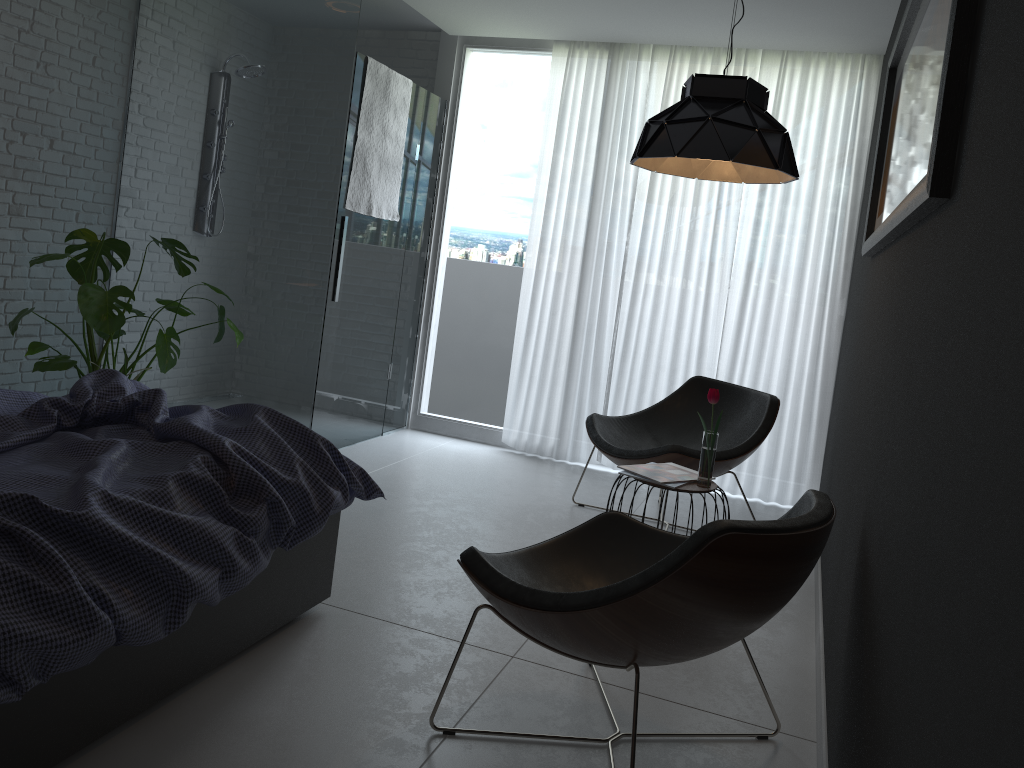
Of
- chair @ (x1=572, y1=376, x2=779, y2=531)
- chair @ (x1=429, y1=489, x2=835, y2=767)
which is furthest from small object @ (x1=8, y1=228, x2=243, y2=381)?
chair @ (x1=429, y1=489, x2=835, y2=767)

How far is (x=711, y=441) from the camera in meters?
3.2 m

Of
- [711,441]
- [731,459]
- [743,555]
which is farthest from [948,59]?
[731,459]

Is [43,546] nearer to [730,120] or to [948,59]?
[948,59]

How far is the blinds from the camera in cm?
475

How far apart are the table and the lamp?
1.1m

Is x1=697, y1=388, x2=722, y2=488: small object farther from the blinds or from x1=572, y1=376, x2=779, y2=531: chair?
the blinds

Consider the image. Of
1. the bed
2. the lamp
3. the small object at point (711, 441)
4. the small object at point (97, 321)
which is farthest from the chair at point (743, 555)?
the small object at point (97, 321)

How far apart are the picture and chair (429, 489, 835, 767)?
0.6 meters

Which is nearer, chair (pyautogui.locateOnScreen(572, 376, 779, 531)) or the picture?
the picture
